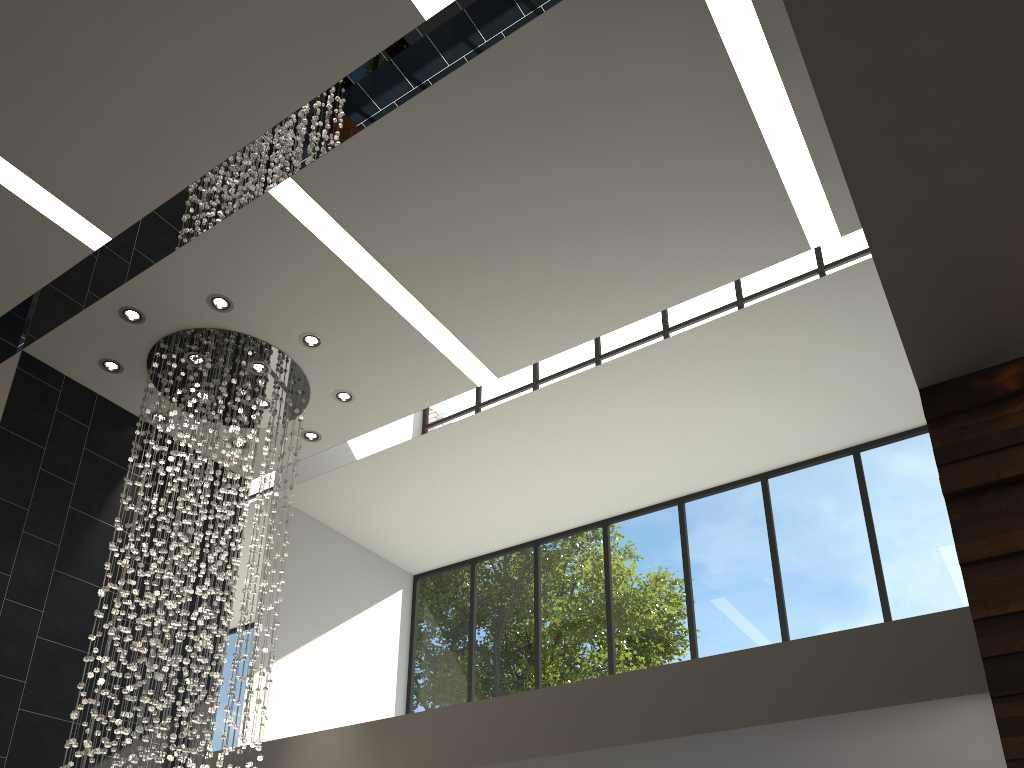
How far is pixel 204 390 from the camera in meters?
6.6

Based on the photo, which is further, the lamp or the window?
the window

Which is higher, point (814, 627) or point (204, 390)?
point (204, 390)

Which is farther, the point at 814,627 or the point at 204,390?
the point at 814,627

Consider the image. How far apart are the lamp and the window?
2.8m

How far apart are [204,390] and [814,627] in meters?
5.4 m

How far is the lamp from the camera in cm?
657
